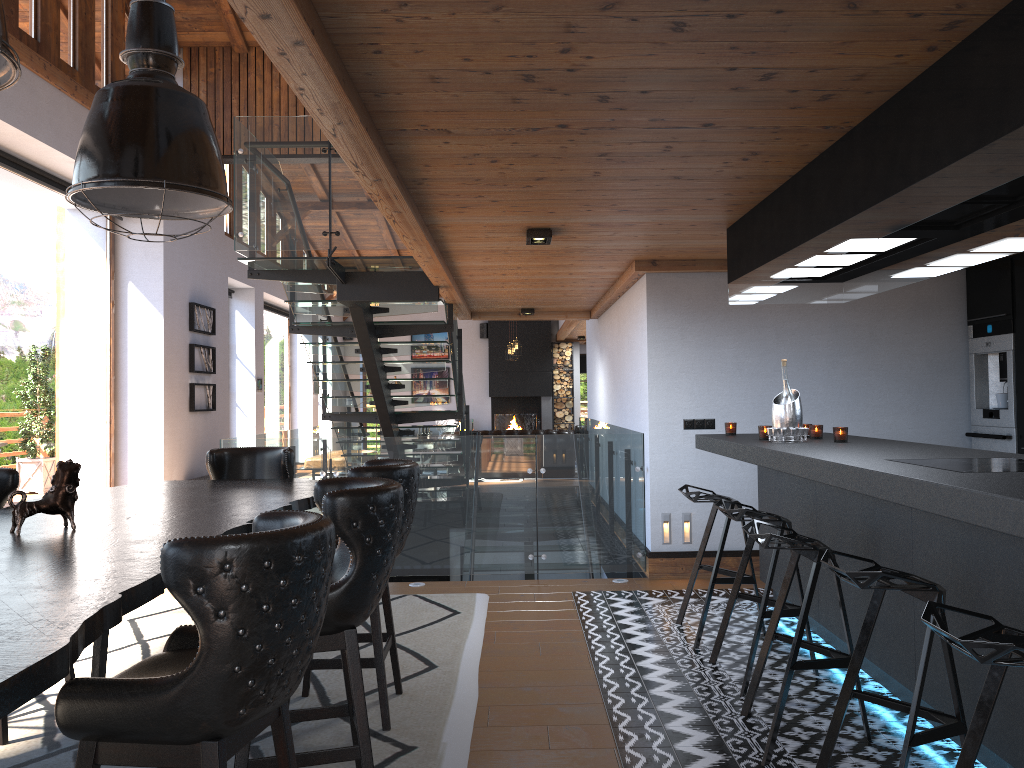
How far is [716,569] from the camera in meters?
→ 4.8

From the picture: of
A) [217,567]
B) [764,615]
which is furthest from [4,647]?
[764,615]

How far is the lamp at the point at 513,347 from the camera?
17.1m

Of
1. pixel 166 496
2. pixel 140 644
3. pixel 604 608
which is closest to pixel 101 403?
pixel 140 644

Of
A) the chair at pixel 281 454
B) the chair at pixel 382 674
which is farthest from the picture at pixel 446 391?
the chair at pixel 382 674

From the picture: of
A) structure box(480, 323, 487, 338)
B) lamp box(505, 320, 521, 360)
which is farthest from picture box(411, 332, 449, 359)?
lamp box(505, 320, 521, 360)

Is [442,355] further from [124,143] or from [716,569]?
[124,143]

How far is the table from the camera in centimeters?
160cm

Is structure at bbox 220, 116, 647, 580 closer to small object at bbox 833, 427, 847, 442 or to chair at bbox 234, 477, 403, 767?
small object at bbox 833, 427, 847, 442

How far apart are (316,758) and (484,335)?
17.6 meters
